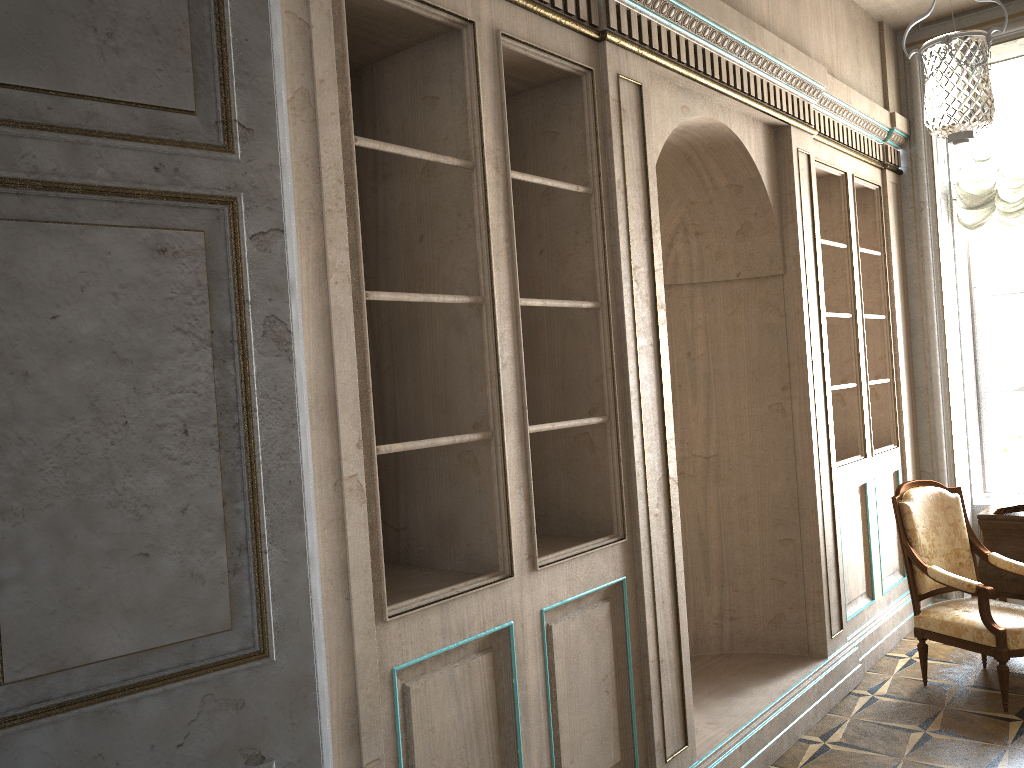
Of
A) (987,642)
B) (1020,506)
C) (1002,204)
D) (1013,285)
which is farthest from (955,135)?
(1013,285)

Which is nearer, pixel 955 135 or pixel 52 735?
pixel 52 735

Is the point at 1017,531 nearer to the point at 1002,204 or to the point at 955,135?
the point at 1002,204

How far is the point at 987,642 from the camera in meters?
4.2 m

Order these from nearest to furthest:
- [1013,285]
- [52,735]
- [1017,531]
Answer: [52,735], [1017,531], [1013,285]

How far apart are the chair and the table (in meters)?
0.21

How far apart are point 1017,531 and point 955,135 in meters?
2.6 m

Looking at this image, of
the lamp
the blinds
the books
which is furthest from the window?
the books

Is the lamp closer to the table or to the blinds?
the blinds

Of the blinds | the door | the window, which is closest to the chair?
the window
